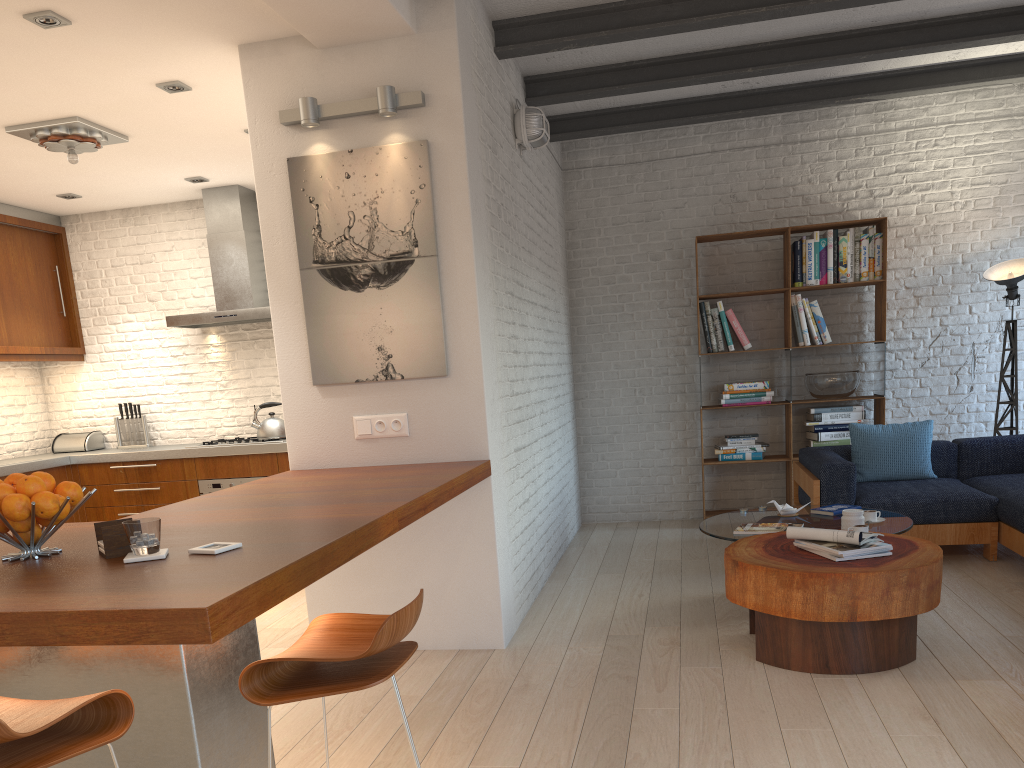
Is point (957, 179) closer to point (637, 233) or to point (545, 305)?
point (637, 233)

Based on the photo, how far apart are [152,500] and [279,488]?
3.79m

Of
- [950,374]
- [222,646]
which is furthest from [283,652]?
[950,374]

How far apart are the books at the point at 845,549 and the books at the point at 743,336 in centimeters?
321cm

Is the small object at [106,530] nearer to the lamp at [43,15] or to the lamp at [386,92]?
the lamp at [386,92]

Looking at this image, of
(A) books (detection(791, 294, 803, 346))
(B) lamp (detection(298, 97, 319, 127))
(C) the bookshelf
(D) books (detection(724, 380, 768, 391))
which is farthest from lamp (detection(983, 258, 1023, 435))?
(B) lamp (detection(298, 97, 319, 127))

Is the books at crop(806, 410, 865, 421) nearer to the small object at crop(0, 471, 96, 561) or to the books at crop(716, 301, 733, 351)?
the books at crop(716, 301, 733, 351)

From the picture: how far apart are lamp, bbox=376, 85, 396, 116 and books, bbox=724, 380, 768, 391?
3.78m

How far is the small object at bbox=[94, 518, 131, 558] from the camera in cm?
218

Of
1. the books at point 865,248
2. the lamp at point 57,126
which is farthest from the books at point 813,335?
the lamp at point 57,126
